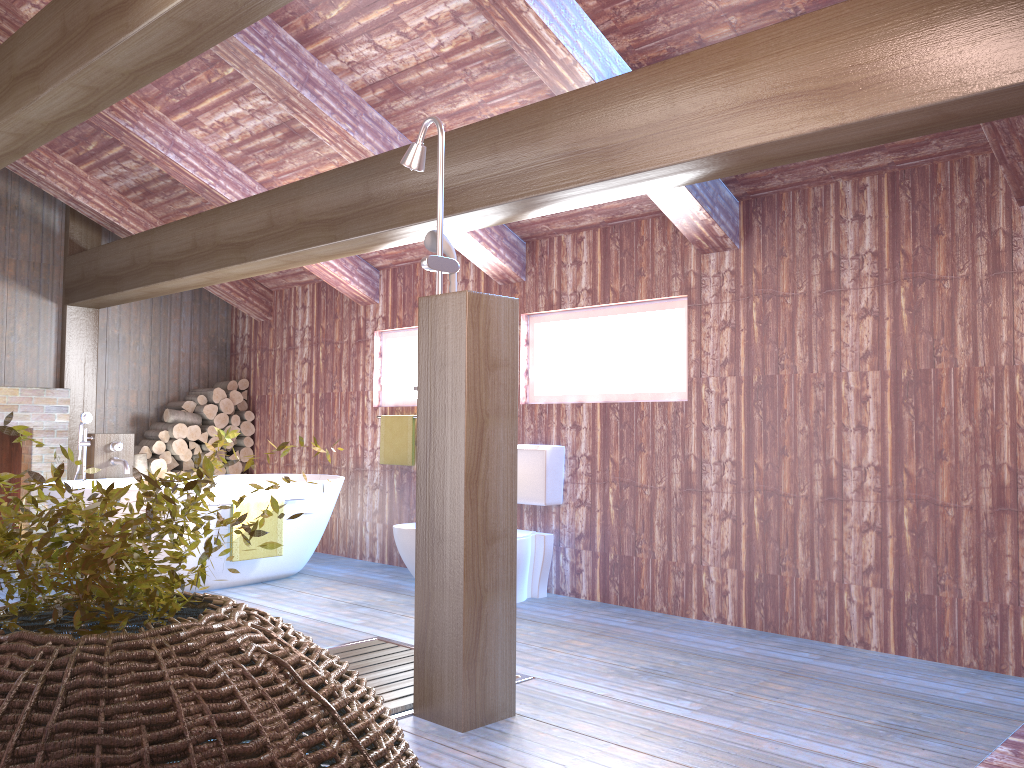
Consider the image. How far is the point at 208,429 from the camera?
7.6 meters

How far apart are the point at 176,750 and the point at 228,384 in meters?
7.3

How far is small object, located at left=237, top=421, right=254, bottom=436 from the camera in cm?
787

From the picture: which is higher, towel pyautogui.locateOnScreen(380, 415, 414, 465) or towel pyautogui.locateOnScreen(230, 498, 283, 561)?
towel pyautogui.locateOnScreen(380, 415, 414, 465)

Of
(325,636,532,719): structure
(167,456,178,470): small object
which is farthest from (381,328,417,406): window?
(325,636,532,719): structure

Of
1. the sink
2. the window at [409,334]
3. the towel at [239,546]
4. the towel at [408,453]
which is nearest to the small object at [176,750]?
the towel at [239,546]

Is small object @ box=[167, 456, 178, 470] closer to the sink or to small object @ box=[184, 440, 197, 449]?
small object @ box=[184, 440, 197, 449]

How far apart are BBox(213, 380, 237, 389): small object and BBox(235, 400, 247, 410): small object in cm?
18

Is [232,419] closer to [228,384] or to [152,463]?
[228,384]

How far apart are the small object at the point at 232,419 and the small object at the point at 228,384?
0.3 meters
